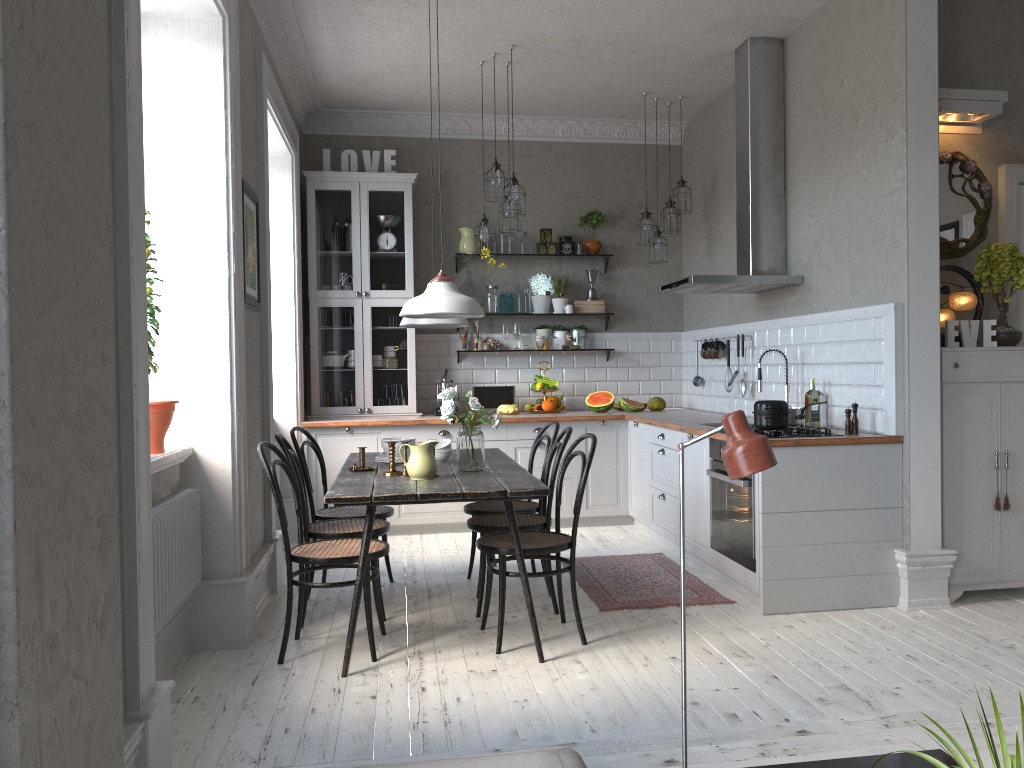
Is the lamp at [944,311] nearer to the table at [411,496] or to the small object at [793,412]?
the small object at [793,412]

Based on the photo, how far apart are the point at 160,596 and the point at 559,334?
4.69m

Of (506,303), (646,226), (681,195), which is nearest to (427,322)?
(646,226)

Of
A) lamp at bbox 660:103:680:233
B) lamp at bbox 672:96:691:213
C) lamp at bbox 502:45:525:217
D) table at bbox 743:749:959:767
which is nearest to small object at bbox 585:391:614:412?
lamp at bbox 660:103:680:233

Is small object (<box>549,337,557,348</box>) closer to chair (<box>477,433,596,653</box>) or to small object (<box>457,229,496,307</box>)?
small object (<box>457,229,496,307</box>)

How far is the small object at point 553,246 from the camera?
7.34m

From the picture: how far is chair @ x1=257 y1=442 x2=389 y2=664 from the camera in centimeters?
369cm

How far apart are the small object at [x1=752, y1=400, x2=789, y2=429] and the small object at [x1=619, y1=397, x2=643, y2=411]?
2.5 meters

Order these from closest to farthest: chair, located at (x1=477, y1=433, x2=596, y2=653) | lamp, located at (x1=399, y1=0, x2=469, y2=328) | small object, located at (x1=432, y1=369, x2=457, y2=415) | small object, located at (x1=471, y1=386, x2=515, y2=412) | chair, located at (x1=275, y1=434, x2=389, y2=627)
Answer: chair, located at (x1=477, y1=433, x2=596, y2=653)
chair, located at (x1=275, y1=434, x2=389, y2=627)
lamp, located at (x1=399, y1=0, x2=469, y2=328)
small object, located at (x1=432, y1=369, x2=457, y2=415)
small object, located at (x1=471, y1=386, x2=515, y2=412)

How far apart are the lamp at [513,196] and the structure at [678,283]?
1.13m
